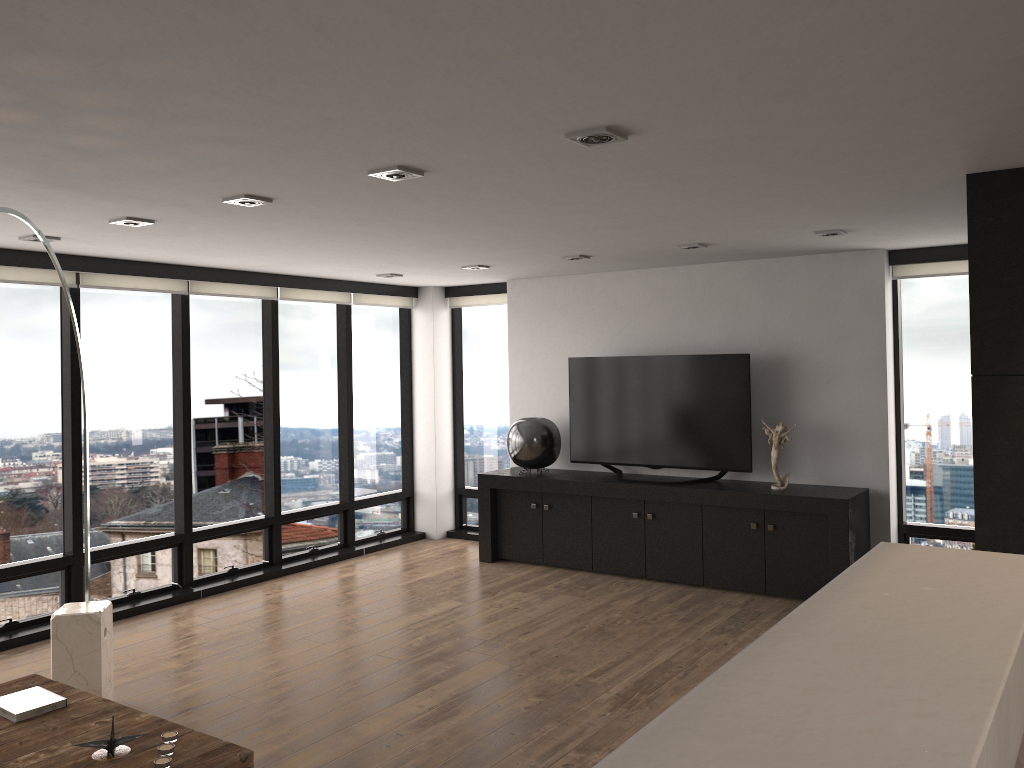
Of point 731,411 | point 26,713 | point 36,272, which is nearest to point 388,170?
point 26,713

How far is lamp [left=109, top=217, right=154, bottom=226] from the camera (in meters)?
4.40

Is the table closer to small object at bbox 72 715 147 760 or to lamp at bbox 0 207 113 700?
small object at bbox 72 715 147 760

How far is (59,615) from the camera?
4.3 meters

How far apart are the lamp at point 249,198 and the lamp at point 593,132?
1.65m

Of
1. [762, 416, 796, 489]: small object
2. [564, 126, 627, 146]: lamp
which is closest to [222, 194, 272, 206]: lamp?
[564, 126, 627, 146]: lamp

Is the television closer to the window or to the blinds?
the window

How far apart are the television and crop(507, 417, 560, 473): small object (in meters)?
0.15

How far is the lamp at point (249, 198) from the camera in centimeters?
389cm

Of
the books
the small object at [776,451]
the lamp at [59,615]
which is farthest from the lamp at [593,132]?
the small object at [776,451]
